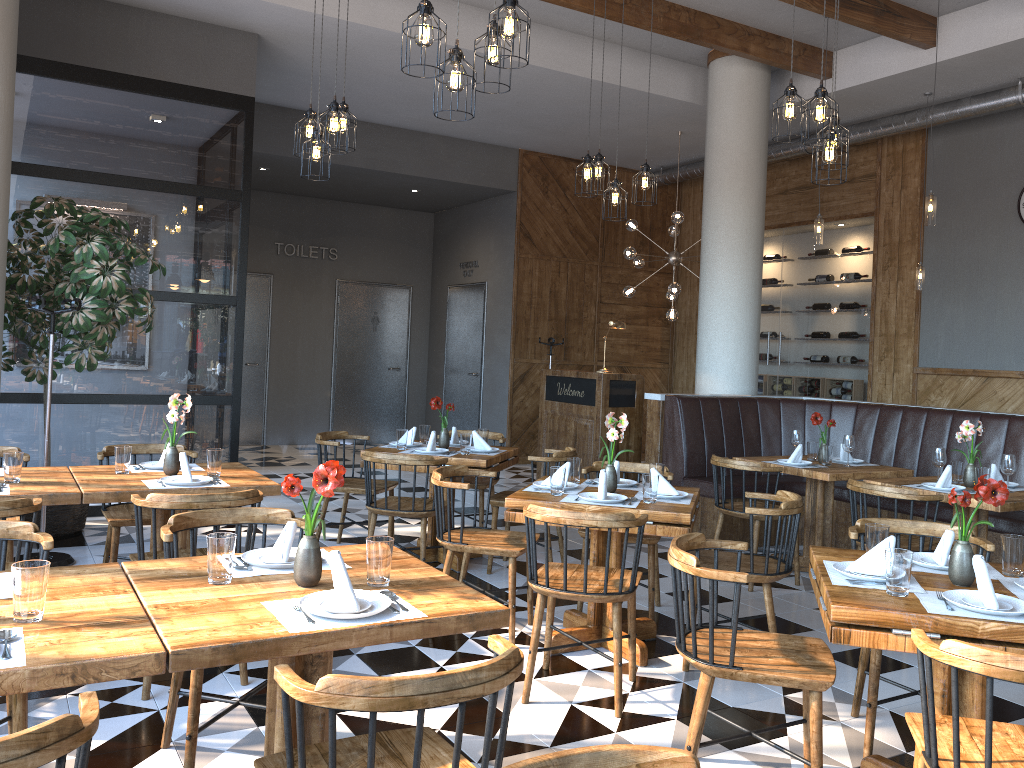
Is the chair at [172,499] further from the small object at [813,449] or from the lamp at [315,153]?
the small object at [813,449]

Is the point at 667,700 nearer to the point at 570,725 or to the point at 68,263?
the point at 570,725

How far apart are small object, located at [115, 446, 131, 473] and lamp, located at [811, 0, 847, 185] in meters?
3.9 m

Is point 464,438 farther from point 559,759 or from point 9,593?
point 559,759

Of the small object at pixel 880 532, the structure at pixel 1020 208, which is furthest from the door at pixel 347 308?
the small object at pixel 880 532

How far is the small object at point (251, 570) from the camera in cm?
263

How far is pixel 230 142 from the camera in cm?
744

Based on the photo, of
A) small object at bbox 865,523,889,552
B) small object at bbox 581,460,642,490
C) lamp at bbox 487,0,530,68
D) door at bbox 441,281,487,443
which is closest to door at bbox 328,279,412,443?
door at bbox 441,281,487,443

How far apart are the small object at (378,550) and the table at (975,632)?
1.27m

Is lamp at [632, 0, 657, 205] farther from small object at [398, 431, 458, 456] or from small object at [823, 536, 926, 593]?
small object at [823, 536, 926, 593]
